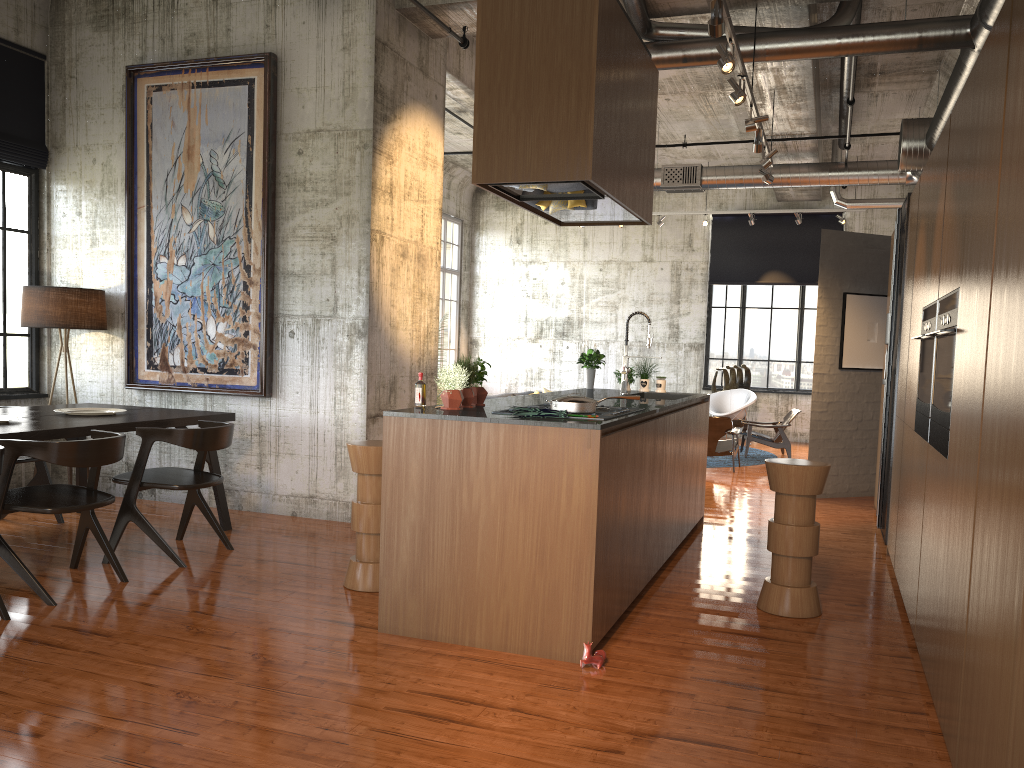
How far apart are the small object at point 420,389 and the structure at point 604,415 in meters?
1.1

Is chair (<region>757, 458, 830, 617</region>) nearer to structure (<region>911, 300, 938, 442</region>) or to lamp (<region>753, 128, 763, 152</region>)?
structure (<region>911, 300, 938, 442</region>)

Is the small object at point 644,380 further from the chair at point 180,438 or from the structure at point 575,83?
the chair at point 180,438

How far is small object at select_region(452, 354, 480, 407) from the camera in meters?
5.5

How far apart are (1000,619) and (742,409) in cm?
1360

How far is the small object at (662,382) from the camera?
8.59m

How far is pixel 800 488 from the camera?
5.5m

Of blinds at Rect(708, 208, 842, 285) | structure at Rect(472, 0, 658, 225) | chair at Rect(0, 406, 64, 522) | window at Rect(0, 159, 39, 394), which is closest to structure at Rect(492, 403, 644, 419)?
structure at Rect(472, 0, 658, 225)

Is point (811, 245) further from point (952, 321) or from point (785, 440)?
point (952, 321)

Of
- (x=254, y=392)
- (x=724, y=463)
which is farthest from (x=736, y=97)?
(x=724, y=463)
